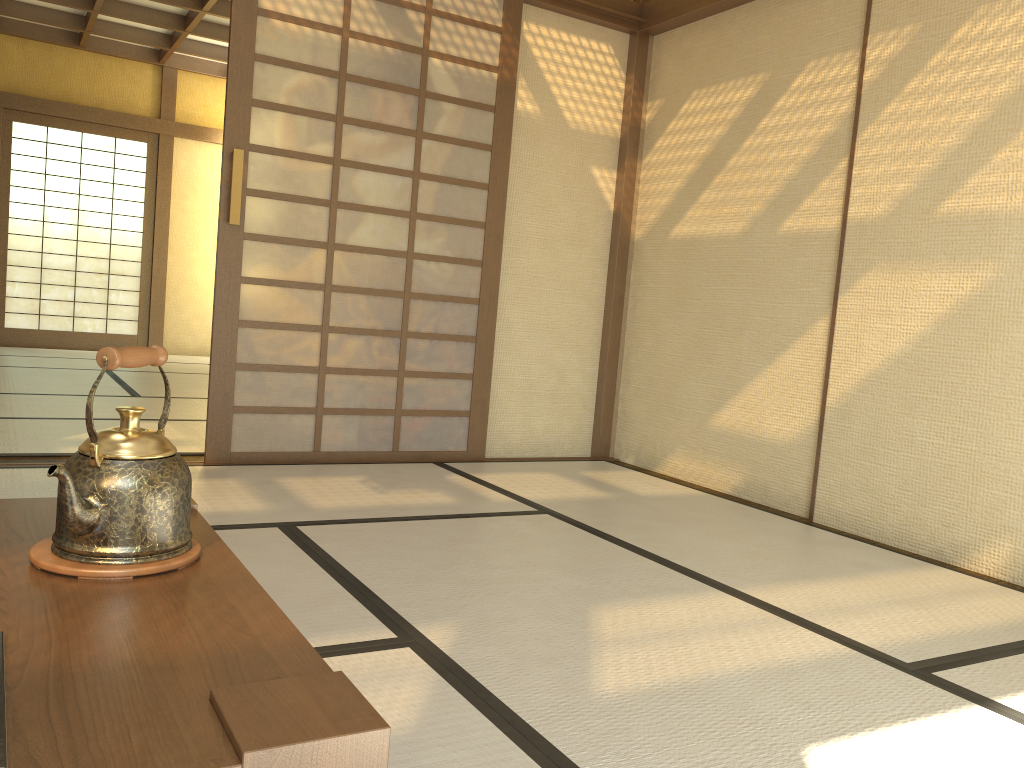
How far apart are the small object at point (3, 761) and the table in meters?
0.0 m

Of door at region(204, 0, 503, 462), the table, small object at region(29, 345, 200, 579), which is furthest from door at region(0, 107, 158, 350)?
small object at region(29, 345, 200, 579)

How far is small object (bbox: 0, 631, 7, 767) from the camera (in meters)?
0.69

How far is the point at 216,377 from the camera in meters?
3.7

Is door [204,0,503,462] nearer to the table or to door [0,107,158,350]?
the table

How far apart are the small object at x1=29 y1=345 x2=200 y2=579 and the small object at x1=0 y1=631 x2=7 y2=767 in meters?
0.4

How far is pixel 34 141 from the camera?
8.44m

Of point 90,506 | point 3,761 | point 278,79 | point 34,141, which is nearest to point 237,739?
point 3,761

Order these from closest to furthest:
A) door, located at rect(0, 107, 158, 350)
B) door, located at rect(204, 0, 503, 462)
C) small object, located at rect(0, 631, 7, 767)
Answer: small object, located at rect(0, 631, 7, 767), door, located at rect(204, 0, 503, 462), door, located at rect(0, 107, 158, 350)

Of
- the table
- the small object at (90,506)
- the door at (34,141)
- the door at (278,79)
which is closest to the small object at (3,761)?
the table
